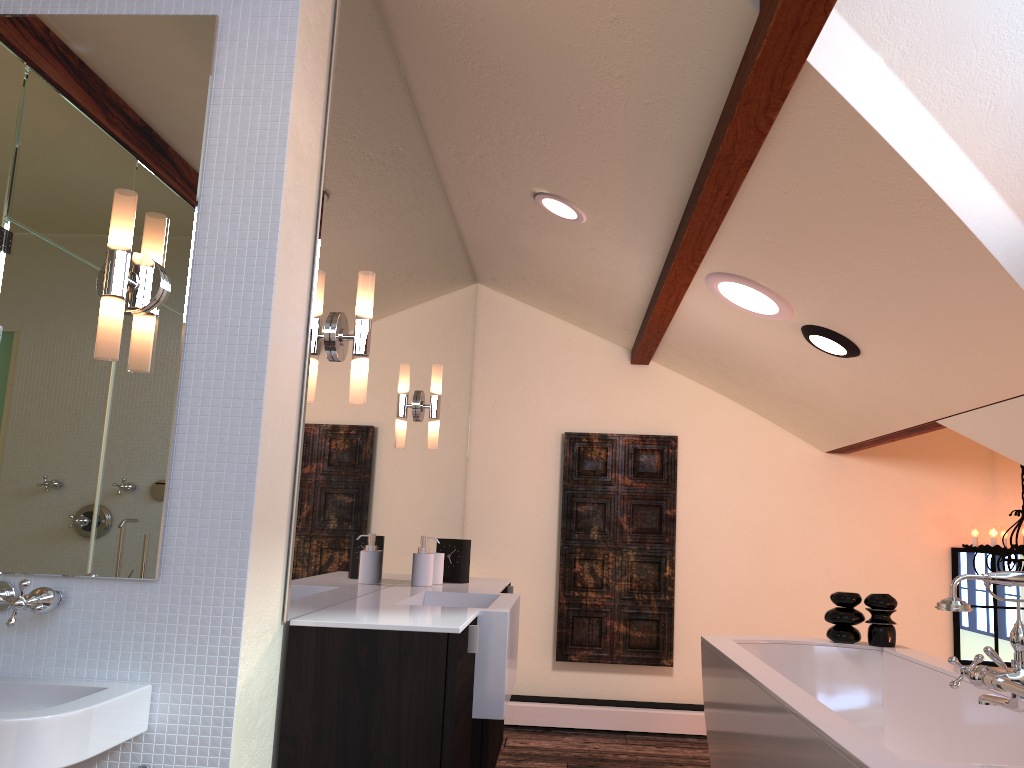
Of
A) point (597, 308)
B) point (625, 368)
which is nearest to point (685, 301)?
point (597, 308)

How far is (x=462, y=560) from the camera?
3.3 meters

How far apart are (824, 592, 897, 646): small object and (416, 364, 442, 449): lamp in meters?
1.7 m

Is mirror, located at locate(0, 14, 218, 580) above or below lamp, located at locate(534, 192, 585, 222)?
below

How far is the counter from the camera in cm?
194

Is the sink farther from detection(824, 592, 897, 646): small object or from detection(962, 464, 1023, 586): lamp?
detection(962, 464, 1023, 586): lamp

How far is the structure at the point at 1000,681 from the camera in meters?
1.7 m

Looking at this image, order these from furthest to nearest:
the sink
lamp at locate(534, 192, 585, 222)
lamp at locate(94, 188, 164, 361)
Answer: lamp at locate(534, 192, 585, 222) → lamp at locate(94, 188, 164, 361) → the sink

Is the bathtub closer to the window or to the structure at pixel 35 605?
the structure at pixel 35 605

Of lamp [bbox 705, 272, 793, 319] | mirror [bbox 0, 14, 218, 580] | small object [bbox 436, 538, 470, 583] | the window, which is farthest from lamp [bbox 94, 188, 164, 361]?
the window
